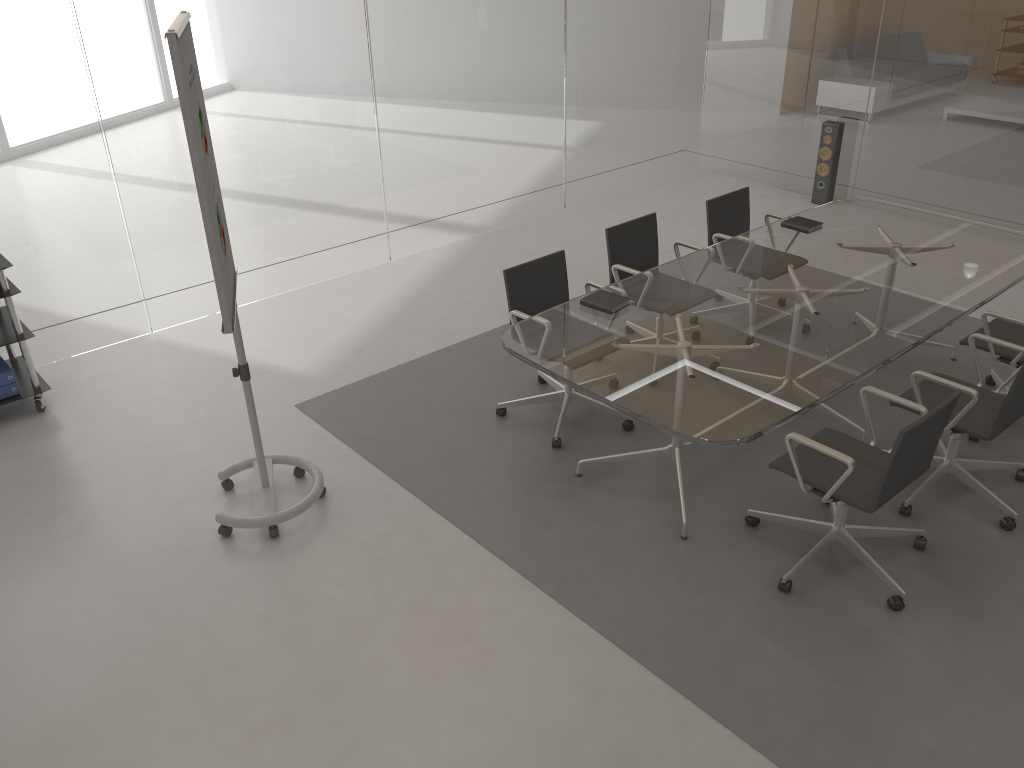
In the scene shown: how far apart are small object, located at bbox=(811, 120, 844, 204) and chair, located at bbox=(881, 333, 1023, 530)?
4.0 meters

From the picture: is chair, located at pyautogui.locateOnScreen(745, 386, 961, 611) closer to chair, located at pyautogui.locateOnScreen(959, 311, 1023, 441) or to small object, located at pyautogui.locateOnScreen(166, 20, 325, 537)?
chair, located at pyautogui.locateOnScreen(959, 311, 1023, 441)

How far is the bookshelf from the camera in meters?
4.6

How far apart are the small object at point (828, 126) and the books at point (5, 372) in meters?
6.4

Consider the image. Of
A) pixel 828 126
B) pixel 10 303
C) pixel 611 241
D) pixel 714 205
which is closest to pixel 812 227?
pixel 714 205

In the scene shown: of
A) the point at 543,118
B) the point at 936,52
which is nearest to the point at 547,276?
the point at 543,118

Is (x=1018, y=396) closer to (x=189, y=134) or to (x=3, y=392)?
(x=189, y=134)

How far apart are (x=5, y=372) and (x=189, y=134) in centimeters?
251cm

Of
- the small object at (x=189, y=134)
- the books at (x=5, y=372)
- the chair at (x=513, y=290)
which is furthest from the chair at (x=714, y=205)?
the books at (x=5, y=372)

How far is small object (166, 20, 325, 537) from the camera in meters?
3.0
